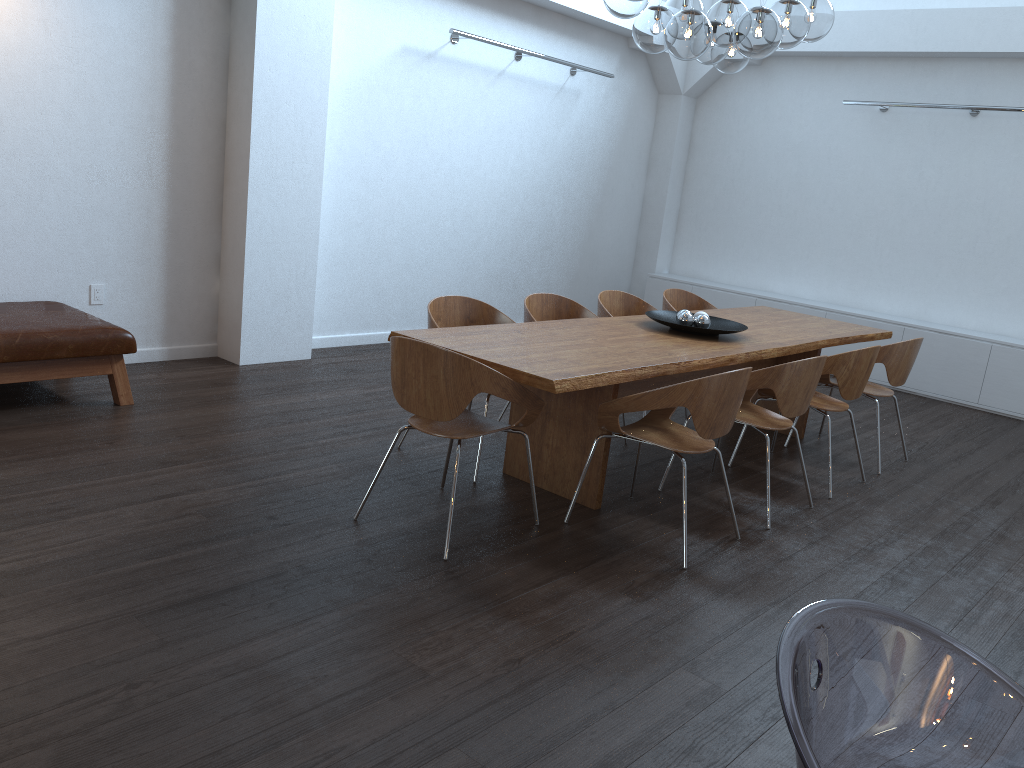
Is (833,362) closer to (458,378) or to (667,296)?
(667,296)

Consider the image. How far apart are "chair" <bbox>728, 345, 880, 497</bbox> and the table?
0.22m

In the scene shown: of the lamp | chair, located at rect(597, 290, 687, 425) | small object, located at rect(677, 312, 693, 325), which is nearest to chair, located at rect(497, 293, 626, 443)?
chair, located at rect(597, 290, 687, 425)

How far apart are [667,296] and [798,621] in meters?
A: 5.5 m

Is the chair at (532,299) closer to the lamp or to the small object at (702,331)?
the small object at (702,331)

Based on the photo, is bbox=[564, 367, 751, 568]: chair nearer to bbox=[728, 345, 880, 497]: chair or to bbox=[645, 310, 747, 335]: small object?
bbox=[645, 310, 747, 335]: small object

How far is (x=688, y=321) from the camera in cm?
506

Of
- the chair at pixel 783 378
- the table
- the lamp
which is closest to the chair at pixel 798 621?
the table

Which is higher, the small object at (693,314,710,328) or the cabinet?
the small object at (693,314,710,328)

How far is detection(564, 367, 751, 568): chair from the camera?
3.63m
